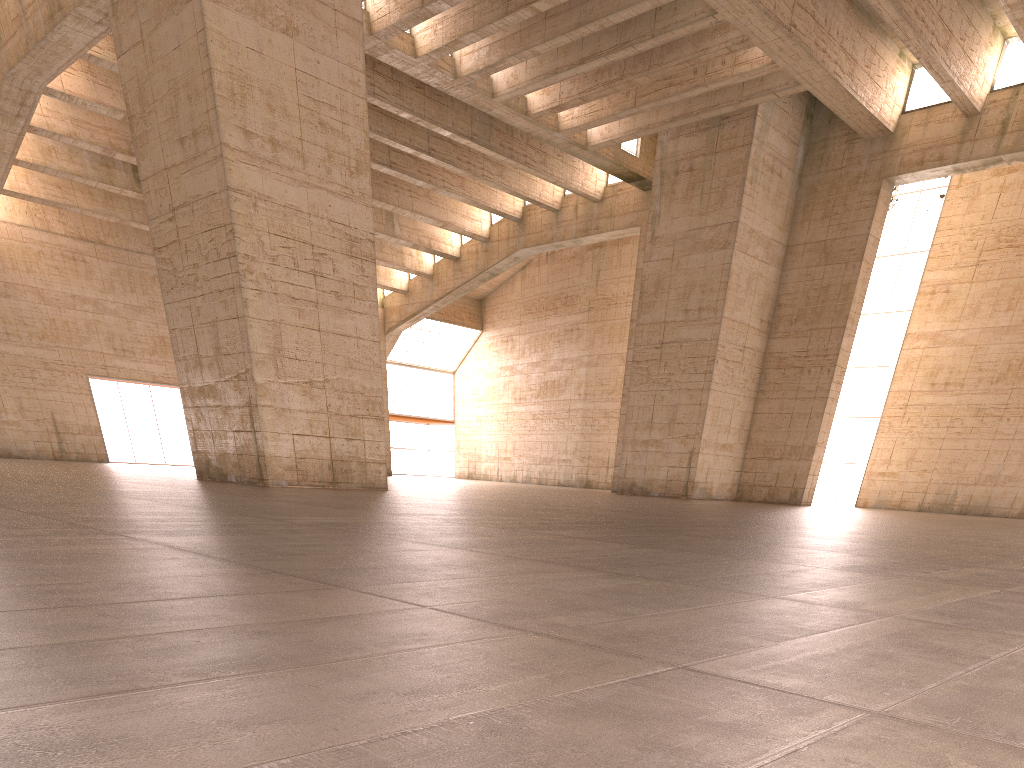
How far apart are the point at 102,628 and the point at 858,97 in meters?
29.7 m

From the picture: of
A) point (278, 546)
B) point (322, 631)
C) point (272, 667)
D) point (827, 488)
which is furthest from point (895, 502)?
point (272, 667)
